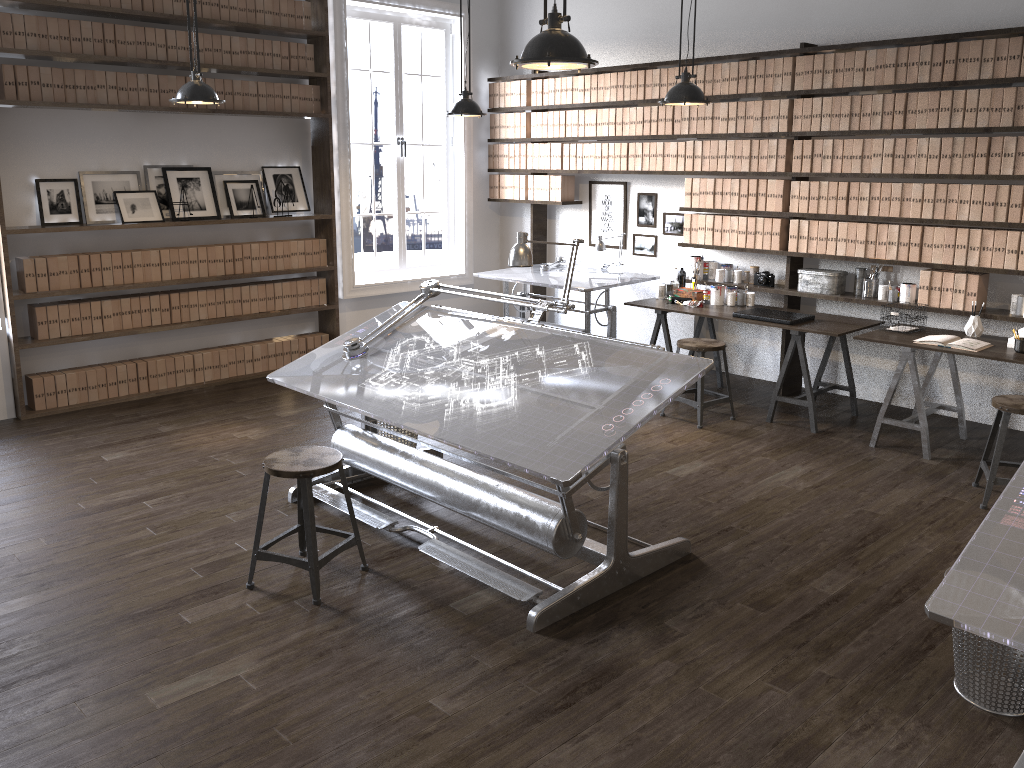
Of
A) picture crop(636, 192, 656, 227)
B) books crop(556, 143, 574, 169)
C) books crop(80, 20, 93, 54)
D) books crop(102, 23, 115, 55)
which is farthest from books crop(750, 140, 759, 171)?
books crop(80, 20, 93, 54)

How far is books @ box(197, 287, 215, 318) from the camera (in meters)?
6.70

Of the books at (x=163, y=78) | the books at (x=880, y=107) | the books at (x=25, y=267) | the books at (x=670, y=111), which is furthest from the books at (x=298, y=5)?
the books at (x=880, y=107)

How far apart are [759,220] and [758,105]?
0.79m

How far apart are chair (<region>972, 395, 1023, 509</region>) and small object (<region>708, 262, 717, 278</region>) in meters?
2.6 m

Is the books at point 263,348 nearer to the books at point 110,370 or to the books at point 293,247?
the books at point 293,247

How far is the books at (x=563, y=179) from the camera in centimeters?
763cm

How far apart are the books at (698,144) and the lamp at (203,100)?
3.4 meters

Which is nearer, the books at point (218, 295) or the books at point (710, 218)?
the books at point (710, 218)

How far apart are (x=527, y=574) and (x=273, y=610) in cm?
101
